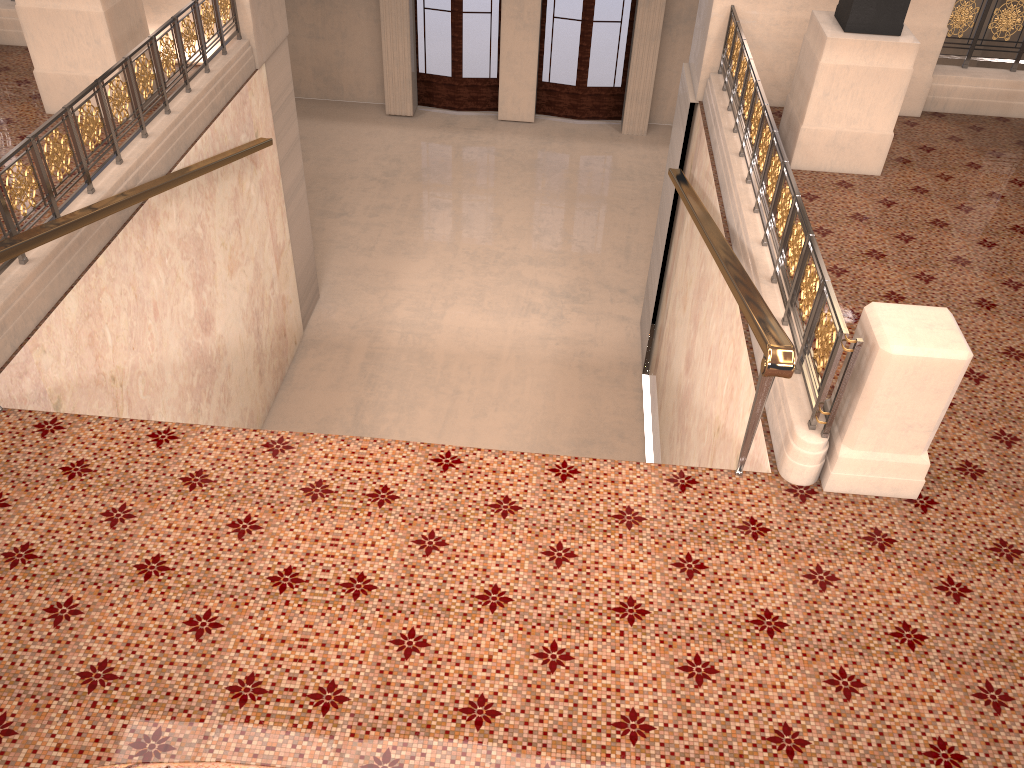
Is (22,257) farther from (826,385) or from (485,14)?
(485,14)

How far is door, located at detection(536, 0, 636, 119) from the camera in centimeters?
1464cm

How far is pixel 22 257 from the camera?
4.98m

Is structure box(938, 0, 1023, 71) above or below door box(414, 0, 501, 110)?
above

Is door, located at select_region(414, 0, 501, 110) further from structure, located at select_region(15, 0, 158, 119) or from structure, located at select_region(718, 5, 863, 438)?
structure, located at select_region(15, 0, 158, 119)

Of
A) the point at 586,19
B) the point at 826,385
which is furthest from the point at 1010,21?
the point at 586,19

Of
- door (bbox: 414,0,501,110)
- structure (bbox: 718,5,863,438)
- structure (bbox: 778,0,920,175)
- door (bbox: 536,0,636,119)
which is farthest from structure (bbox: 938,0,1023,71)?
door (bbox: 414,0,501,110)

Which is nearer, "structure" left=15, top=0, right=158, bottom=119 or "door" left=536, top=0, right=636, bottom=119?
"structure" left=15, top=0, right=158, bottom=119

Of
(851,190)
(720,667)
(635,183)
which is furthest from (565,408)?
(720,667)

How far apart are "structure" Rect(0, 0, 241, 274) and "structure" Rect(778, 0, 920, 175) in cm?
487
